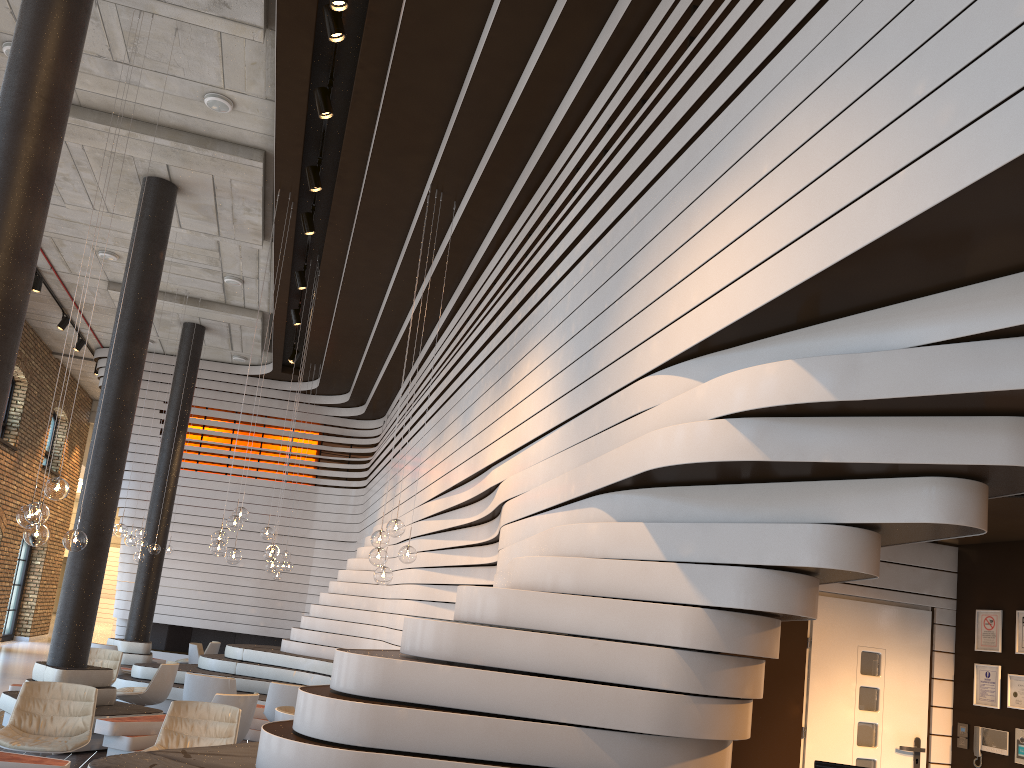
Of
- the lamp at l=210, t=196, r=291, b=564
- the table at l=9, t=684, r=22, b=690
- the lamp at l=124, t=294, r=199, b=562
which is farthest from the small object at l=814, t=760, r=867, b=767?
the lamp at l=124, t=294, r=199, b=562

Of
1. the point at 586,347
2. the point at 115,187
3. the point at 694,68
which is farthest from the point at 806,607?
the point at 115,187

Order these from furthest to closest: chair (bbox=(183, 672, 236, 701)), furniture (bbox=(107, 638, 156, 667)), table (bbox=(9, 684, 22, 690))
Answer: furniture (bbox=(107, 638, 156, 667)), table (bbox=(9, 684, 22, 690)), chair (bbox=(183, 672, 236, 701))

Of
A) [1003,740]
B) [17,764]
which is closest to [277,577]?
[17,764]

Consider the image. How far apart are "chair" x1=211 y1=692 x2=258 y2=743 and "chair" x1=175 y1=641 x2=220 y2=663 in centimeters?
794cm

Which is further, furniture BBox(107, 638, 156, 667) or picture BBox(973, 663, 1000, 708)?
furniture BBox(107, 638, 156, 667)

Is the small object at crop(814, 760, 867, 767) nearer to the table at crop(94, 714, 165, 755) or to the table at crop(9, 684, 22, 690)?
the table at crop(94, 714, 165, 755)

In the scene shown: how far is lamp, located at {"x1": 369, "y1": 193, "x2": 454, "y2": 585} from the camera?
7.5m

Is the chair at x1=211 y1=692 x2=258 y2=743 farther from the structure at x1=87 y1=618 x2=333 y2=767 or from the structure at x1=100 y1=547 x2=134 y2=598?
the structure at x1=100 y1=547 x2=134 y2=598

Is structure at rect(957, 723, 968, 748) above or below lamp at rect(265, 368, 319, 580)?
below
